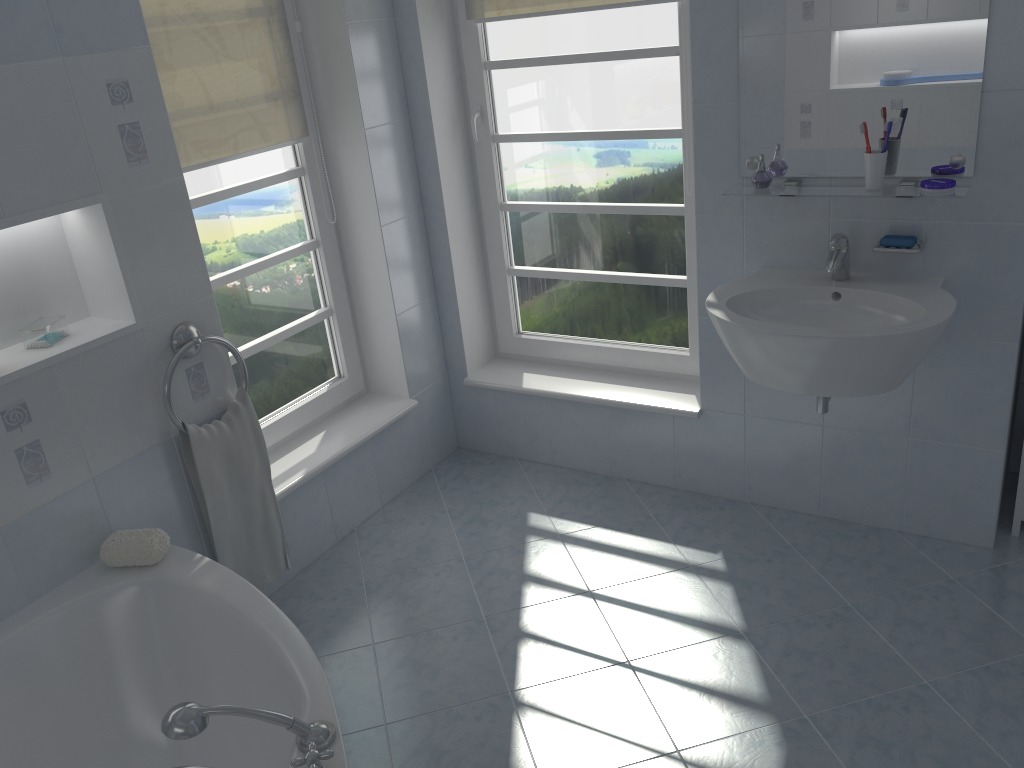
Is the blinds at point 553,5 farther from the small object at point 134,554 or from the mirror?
the small object at point 134,554

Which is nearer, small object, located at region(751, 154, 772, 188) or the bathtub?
the bathtub

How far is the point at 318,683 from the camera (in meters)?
1.80

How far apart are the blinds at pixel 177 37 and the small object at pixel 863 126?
1.8 meters

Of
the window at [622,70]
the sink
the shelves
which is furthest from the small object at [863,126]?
the window at [622,70]

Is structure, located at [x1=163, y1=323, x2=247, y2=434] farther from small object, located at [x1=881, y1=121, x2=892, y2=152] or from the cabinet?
the cabinet

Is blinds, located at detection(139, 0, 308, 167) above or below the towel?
above

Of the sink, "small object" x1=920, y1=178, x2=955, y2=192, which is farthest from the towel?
"small object" x1=920, y1=178, x2=955, y2=192

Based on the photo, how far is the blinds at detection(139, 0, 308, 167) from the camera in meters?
2.5 m

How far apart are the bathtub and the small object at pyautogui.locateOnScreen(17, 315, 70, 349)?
0.6 meters
